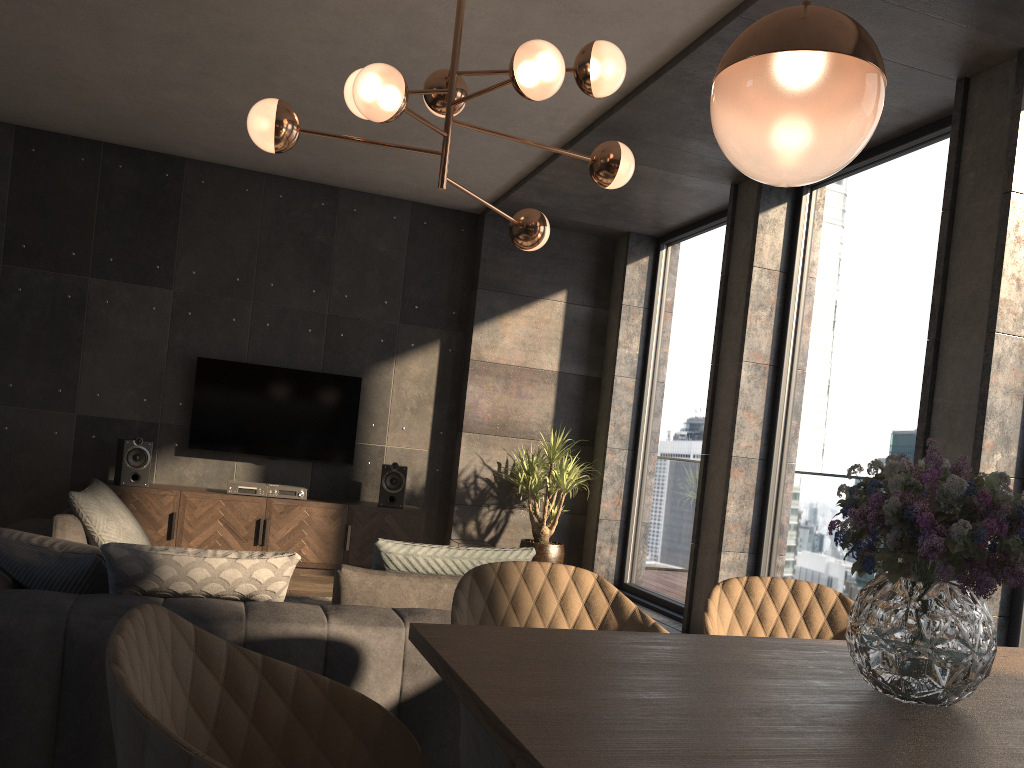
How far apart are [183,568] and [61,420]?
4.86m

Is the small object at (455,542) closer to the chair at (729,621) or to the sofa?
the sofa

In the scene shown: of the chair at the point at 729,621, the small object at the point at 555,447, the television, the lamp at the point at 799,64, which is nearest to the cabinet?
the television

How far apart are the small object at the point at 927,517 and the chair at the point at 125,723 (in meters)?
0.69

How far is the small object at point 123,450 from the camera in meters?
6.2 m

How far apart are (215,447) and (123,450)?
0.74m

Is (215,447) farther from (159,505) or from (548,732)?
(548,732)

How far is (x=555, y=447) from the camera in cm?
690

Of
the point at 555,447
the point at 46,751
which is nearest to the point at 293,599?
the point at 555,447

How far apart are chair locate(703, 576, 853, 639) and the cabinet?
4.8 meters
